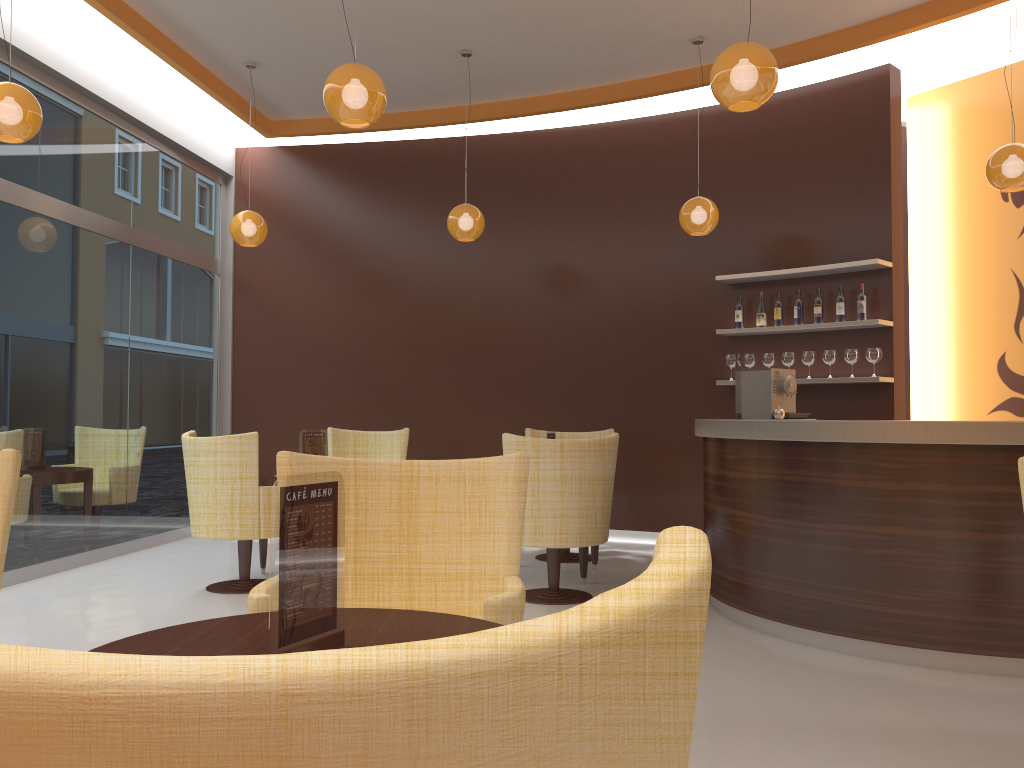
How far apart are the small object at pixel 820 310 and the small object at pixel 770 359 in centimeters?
45cm

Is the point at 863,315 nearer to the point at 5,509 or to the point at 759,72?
the point at 759,72

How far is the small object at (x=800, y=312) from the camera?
7.0m

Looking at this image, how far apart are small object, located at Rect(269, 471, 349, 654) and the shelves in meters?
5.7

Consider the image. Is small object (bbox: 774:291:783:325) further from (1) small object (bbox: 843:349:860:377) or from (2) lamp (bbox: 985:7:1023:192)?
(2) lamp (bbox: 985:7:1023:192)

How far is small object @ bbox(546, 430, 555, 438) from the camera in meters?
6.2 m

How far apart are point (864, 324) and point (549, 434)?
2.5m

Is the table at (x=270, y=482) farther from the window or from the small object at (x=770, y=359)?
the small object at (x=770, y=359)

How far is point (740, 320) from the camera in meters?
7.3 m

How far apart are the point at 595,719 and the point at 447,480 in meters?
2.1
